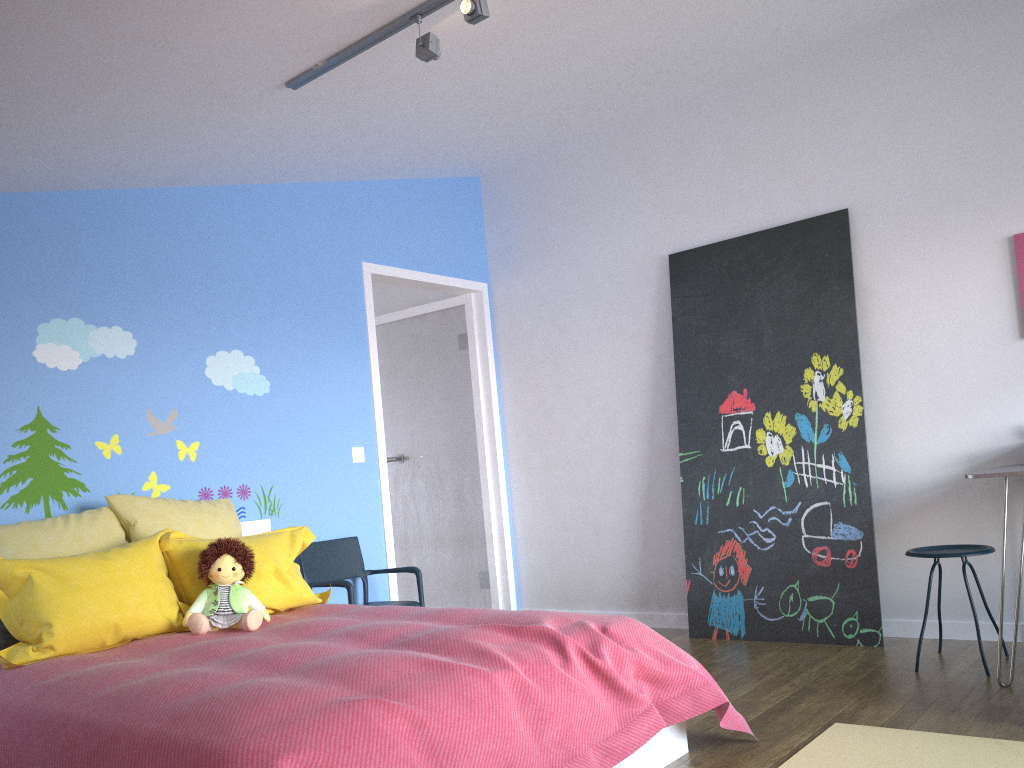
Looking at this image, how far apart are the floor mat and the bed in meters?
0.2 m

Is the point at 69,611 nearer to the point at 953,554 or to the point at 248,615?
the point at 248,615

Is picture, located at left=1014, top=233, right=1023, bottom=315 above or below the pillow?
above

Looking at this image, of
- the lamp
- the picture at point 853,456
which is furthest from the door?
the lamp

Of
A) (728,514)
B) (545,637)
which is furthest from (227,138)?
(728,514)

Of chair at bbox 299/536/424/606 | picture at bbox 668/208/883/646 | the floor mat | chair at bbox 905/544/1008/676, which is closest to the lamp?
chair at bbox 299/536/424/606

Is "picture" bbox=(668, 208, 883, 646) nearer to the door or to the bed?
the door

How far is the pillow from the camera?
2.73m

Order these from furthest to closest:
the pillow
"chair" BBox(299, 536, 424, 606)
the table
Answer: "chair" BBox(299, 536, 424, 606), the table, the pillow

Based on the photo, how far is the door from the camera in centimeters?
541cm
